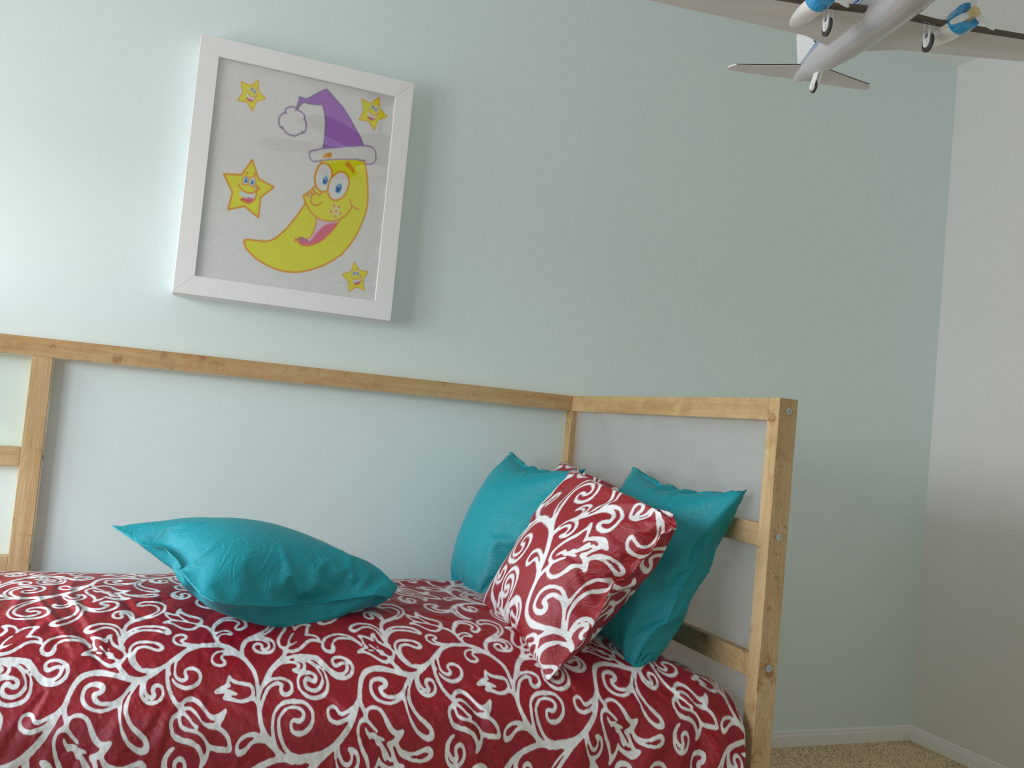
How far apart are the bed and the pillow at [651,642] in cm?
1

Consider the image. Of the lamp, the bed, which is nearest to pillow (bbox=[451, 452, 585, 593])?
the bed

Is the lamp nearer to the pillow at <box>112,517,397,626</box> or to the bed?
the bed

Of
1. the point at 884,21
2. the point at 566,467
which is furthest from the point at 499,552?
the point at 884,21

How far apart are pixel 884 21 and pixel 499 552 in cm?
128

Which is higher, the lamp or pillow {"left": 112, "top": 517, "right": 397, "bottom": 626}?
the lamp

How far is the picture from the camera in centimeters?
201cm

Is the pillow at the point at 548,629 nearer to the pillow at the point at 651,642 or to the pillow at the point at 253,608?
the pillow at the point at 651,642

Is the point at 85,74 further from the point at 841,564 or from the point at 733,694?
the point at 841,564

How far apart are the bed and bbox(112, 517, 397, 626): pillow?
0.0 meters
